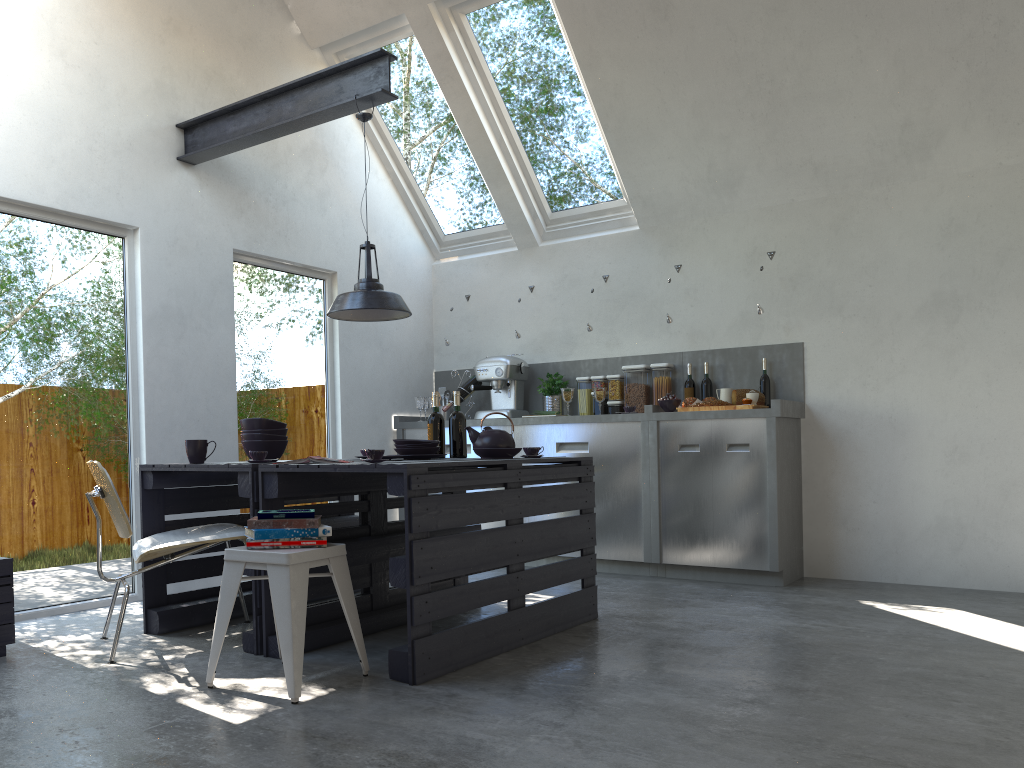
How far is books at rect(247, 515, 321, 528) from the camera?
3.02m

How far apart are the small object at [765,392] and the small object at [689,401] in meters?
0.5

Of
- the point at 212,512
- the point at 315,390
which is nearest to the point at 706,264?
the point at 315,390

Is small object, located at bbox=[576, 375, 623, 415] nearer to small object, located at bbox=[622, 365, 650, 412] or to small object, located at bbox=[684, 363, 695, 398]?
small object, located at bbox=[622, 365, 650, 412]

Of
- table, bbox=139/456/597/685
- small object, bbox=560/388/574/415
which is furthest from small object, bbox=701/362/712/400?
table, bbox=139/456/597/685

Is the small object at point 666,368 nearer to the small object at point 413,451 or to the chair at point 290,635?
the small object at point 413,451

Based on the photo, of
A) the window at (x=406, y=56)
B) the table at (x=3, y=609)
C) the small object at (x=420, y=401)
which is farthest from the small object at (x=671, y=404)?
the table at (x=3, y=609)

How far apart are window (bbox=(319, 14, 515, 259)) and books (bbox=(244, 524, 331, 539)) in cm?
408

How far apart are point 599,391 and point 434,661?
3.2 meters

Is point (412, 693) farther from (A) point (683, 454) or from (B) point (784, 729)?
(A) point (683, 454)
